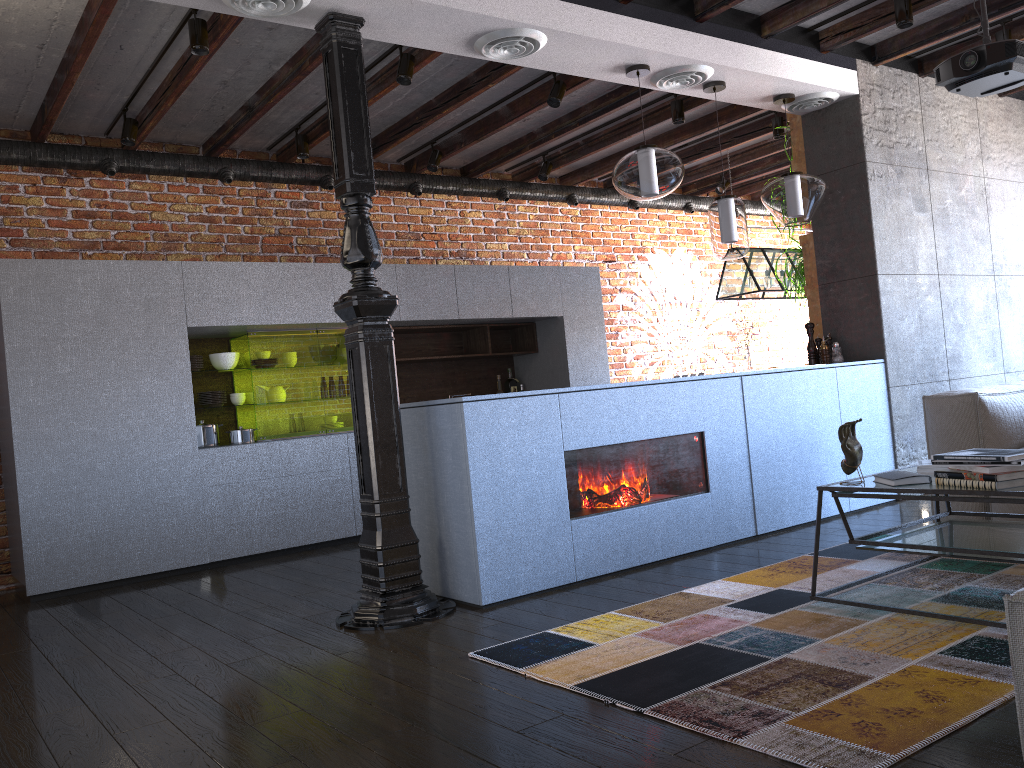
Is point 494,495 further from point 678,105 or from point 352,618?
point 678,105

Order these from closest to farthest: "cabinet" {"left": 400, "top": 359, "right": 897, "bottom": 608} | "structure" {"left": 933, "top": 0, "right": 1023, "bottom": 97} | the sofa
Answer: the sofa
"cabinet" {"left": 400, "top": 359, "right": 897, "bottom": 608}
"structure" {"left": 933, "top": 0, "right": 1023, "bottom": 97}

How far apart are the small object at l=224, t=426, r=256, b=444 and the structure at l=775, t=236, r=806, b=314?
3.69m

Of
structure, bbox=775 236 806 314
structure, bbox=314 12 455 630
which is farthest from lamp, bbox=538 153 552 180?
structure, bbox=314 12 455 630

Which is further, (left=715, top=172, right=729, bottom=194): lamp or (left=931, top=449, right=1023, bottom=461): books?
(left=715, top=172, right=729, bottom=194): lamp

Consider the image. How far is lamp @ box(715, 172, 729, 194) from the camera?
8.1 meters

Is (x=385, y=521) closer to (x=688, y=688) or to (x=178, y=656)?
(x=178, y=656)

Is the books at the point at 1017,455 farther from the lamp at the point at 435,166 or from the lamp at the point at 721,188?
the lamp at the point at 721,188

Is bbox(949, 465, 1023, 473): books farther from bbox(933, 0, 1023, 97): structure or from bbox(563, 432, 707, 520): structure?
A: bbox(933, 0, 1023, 97): structure

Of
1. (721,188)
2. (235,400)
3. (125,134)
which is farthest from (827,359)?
(125,134)
